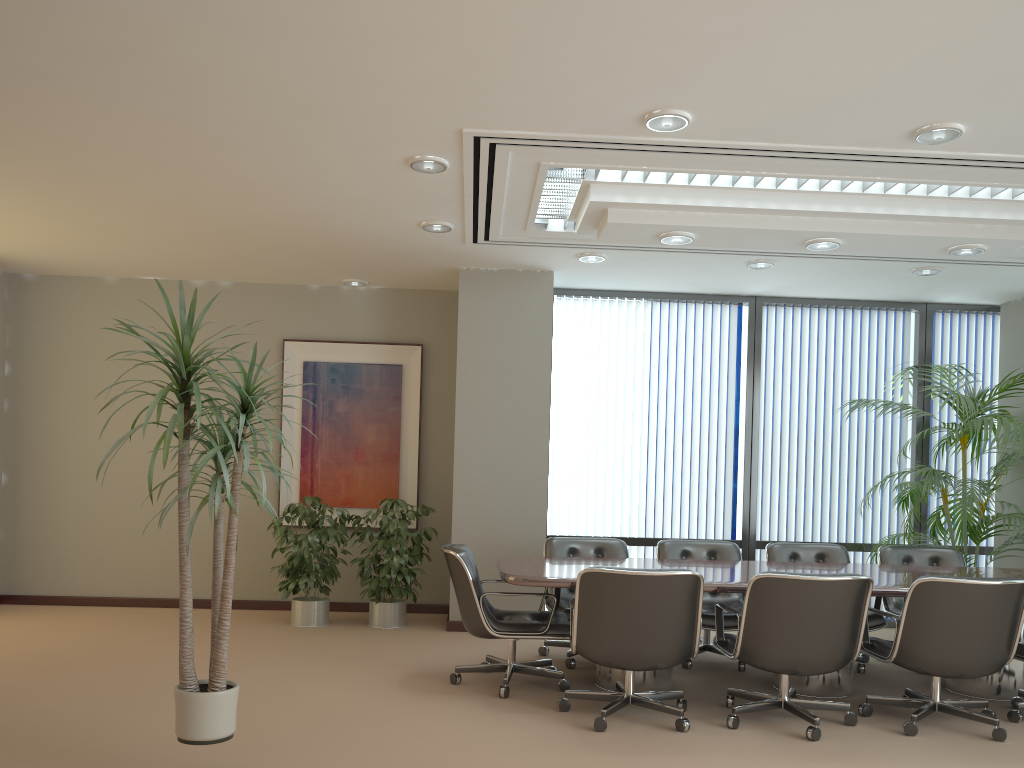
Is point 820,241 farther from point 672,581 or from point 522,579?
point 522,579

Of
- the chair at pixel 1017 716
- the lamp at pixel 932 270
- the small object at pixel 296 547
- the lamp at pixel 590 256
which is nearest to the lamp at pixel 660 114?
the lamp at pixel 590 256

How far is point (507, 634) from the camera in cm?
510

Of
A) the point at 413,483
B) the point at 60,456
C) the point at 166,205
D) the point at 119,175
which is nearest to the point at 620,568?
the point at 119,175

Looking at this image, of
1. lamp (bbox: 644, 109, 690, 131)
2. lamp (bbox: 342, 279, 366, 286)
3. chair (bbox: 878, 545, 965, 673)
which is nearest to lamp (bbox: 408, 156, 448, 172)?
lamp (bbox: 644, 109, 690, 131)

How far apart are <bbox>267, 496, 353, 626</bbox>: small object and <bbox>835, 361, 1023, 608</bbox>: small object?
4.57m

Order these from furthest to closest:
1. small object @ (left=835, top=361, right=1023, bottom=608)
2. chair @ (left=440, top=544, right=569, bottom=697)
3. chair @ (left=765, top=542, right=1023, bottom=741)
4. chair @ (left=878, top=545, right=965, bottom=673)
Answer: small object @ (left=835, top=361, right=1023, bottom=608) → chair @ (left=878, top=545, right=965, bottom=673) → chair @ (left=440, top=544, right=569, bottom=697) → chair @ (left=765, top=542, right=1023, bottom=741)

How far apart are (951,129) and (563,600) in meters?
3.8 m

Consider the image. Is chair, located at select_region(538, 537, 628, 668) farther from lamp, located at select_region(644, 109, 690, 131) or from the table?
lamp, located at select_region(644, 109, 690, 131)

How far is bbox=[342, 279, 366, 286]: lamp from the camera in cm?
810
